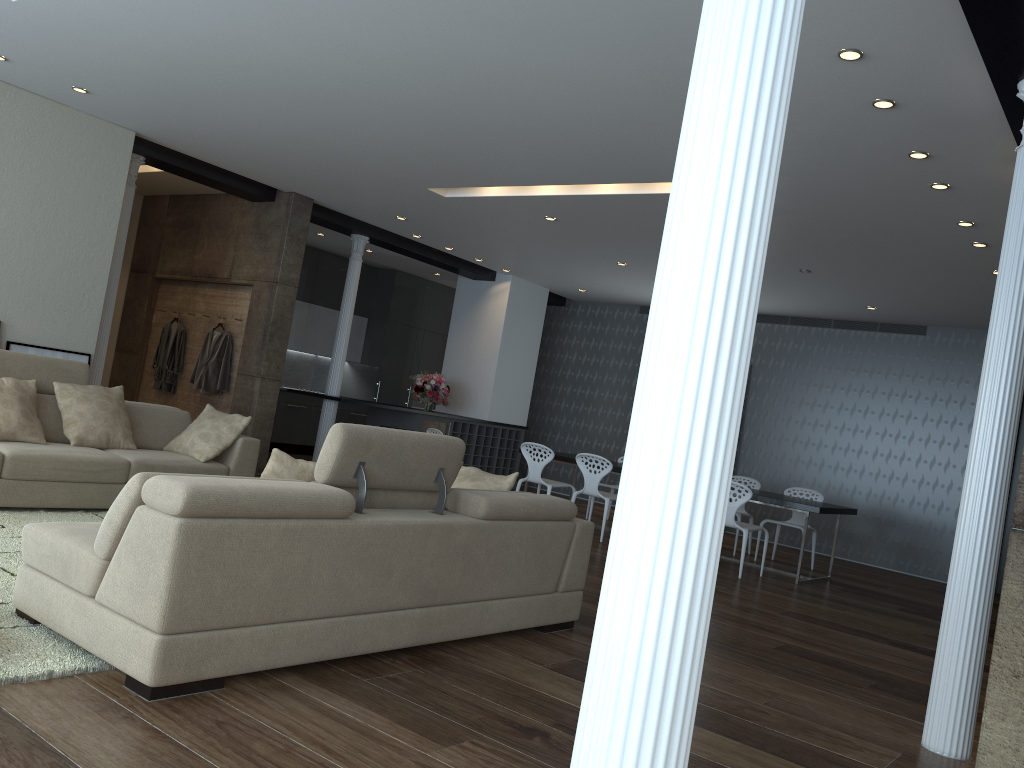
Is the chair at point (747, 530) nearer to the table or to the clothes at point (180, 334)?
the table

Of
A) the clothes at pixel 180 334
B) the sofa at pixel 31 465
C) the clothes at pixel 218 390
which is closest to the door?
the sofa at pixel 31 465

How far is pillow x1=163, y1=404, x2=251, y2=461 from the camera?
6.4 meters

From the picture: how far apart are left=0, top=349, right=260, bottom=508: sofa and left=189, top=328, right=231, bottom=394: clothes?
2.80m

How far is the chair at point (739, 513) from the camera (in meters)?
9.49

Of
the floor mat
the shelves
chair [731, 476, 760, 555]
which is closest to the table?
chair [731, 476, 760, 555]

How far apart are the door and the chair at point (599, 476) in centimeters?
Answer: 479cm

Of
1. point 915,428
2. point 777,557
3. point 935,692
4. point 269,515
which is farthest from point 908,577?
point 269,515

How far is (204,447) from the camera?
6.4m

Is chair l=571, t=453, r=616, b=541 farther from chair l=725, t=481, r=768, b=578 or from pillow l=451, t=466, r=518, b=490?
pillow l=451, t=466, r=518, b=490
